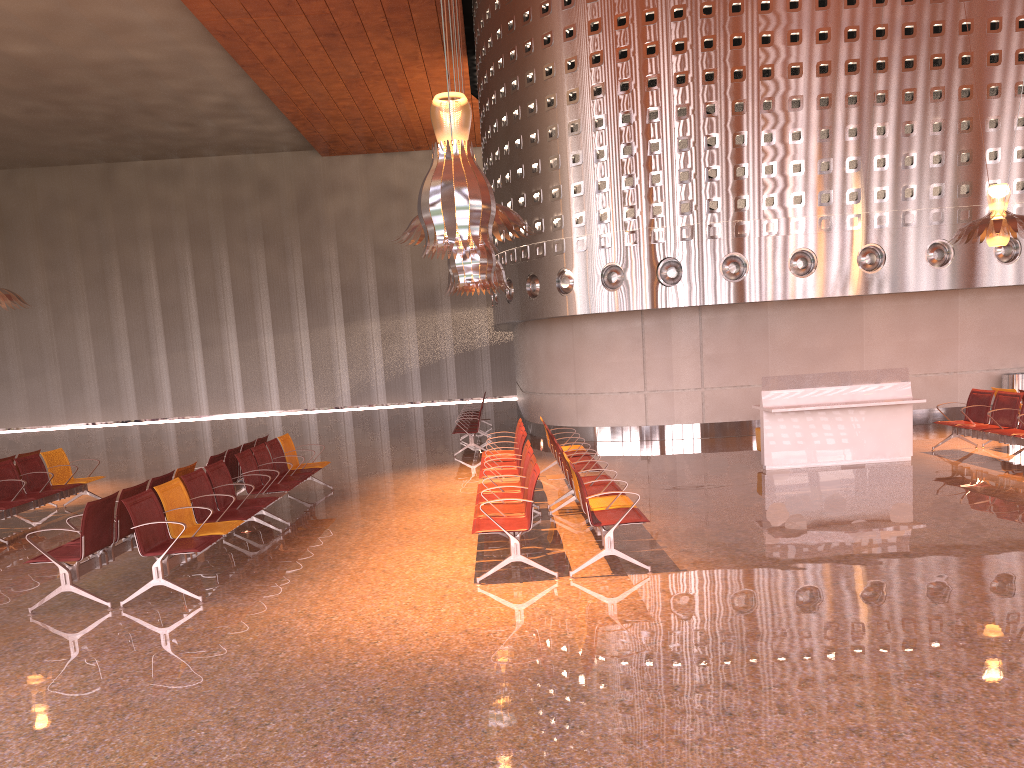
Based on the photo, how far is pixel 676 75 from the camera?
15.17m

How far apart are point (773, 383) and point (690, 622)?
6.8 meters
